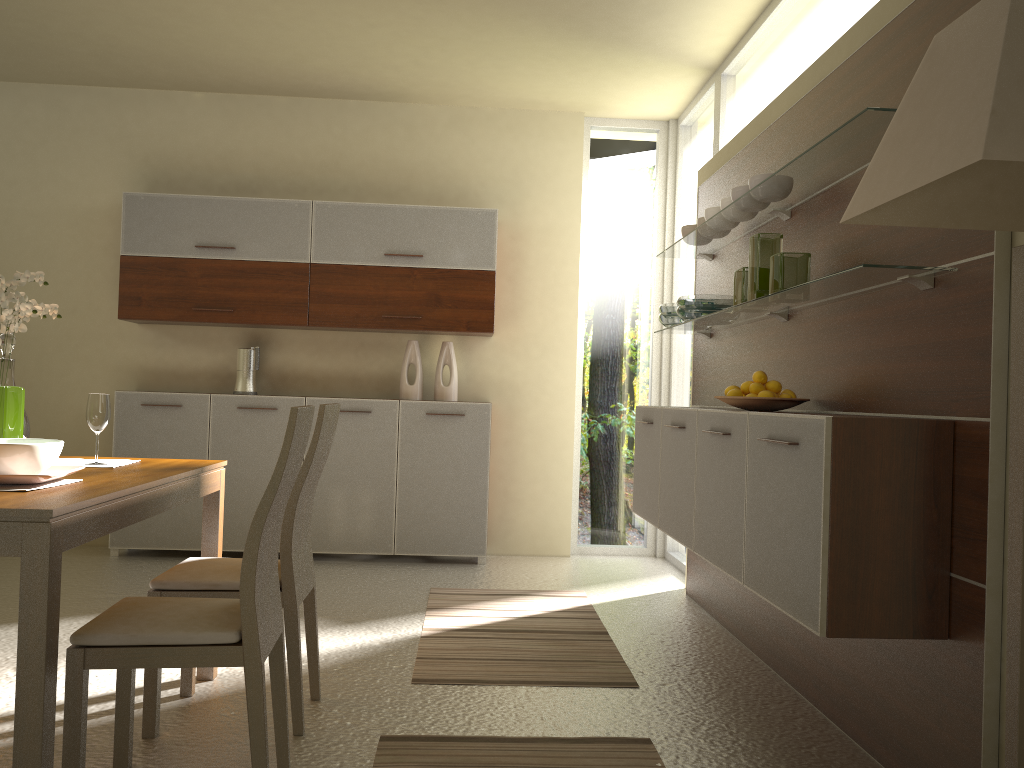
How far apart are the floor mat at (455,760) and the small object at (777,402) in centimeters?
118cm

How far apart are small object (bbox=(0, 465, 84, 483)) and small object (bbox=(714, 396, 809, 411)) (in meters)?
2.11

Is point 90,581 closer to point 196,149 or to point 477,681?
point 477,681

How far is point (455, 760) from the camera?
2.6 meters

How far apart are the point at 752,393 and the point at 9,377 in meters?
2.5

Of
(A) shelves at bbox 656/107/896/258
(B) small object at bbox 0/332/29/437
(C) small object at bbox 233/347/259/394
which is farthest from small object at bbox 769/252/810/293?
(C) small object at bbox 233/347/259/394

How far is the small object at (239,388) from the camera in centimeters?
559cm

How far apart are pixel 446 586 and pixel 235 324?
2.13m

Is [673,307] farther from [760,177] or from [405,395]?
[405,395]

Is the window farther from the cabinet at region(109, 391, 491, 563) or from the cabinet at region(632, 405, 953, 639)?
the cabinet at region(632, 405, 953, 639)
